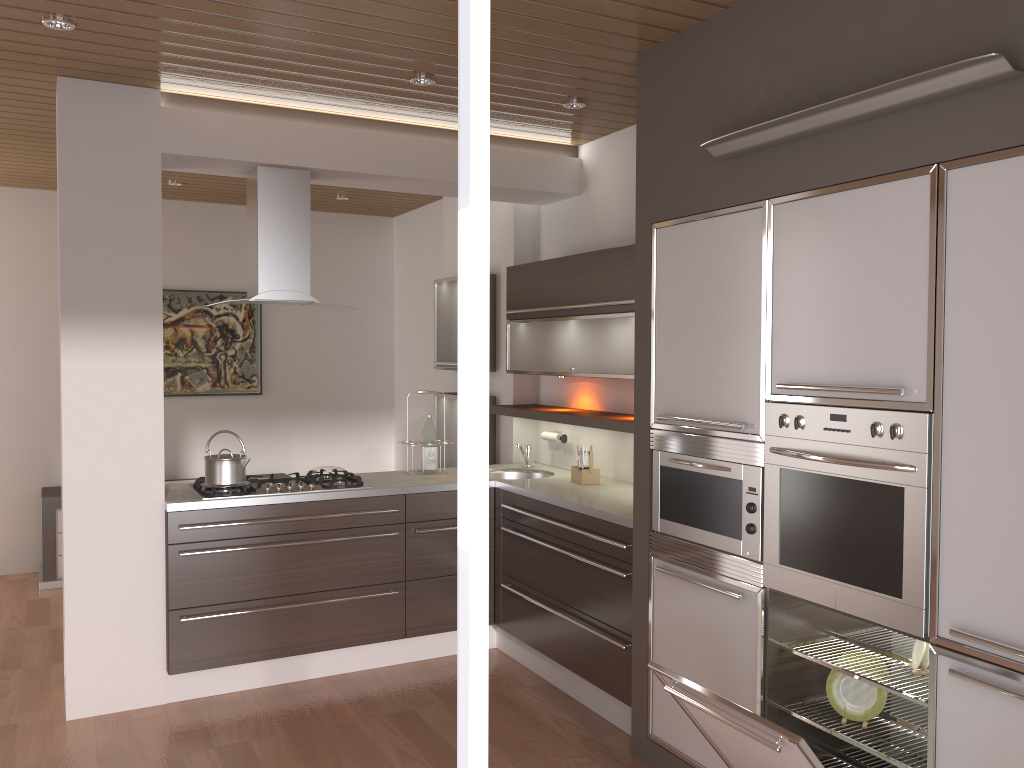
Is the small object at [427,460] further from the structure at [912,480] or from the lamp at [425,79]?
the structure at [912,480]

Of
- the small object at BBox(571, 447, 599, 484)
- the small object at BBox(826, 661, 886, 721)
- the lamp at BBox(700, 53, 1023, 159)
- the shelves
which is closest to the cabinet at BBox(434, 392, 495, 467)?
the shelves

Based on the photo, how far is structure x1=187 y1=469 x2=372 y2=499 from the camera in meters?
4.1 m

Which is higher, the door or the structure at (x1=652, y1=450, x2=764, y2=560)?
the door

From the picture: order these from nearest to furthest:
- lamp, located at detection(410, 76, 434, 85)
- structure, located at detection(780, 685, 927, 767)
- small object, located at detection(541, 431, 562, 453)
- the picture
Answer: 1. structure, located at detection(780, 685, 927, 767)
2. lamp, located at detection(410, 76, 434, 85)
3. small object, located at detection(541, 431, 562, 453)
4. the picture

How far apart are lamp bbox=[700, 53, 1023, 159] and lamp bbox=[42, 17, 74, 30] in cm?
221

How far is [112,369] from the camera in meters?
3.8 m

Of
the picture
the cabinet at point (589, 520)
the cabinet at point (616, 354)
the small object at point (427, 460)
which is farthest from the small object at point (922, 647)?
the picture

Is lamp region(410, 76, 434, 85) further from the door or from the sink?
the door

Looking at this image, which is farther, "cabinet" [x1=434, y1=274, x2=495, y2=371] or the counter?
"cabinet" [x1=434, y1=274, x2=495, y2=371]
